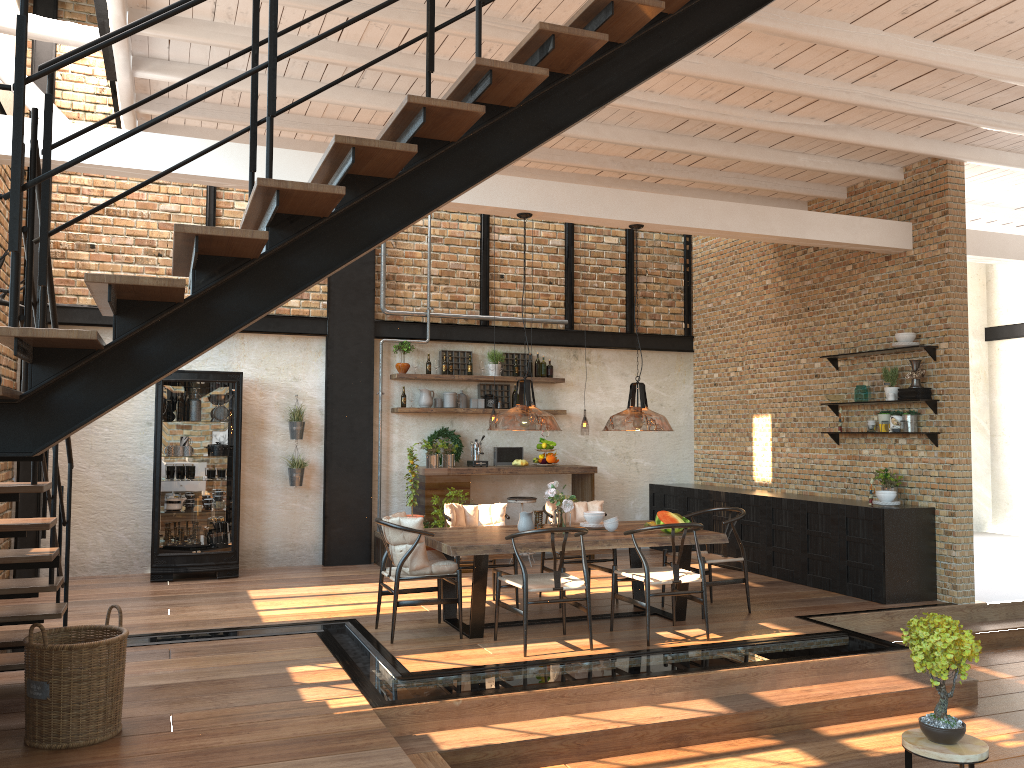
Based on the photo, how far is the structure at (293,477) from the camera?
9.77m

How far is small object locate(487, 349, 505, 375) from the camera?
10.7m

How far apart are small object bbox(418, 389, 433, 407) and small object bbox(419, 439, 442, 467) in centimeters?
55cm

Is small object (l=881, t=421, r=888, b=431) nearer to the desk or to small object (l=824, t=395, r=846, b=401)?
small object (l=824, t=395, r=846, b=401)

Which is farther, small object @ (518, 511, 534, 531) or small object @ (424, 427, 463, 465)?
small object @ (424, 427, 463, 465)

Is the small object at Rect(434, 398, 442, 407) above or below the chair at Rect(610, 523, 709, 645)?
above

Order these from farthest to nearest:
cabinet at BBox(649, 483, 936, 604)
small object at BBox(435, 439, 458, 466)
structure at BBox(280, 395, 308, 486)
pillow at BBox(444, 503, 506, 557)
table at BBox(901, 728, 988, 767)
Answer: small object at BBox(435, 439, 458, 466) < structure at BBox(280, 395, 308, 486) < cabinet at BBox(649, 483, 936, 604) < pillow at BBox(444, 503, 506, 557) < table at BBox(901, 728, 988, 767)

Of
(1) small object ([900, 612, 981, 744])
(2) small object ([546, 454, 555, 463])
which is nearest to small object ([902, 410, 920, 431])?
(2) small object ([546, 454, 555, 463])

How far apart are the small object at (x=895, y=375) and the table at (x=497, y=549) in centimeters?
263cm

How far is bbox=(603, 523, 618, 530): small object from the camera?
7.1 meters
